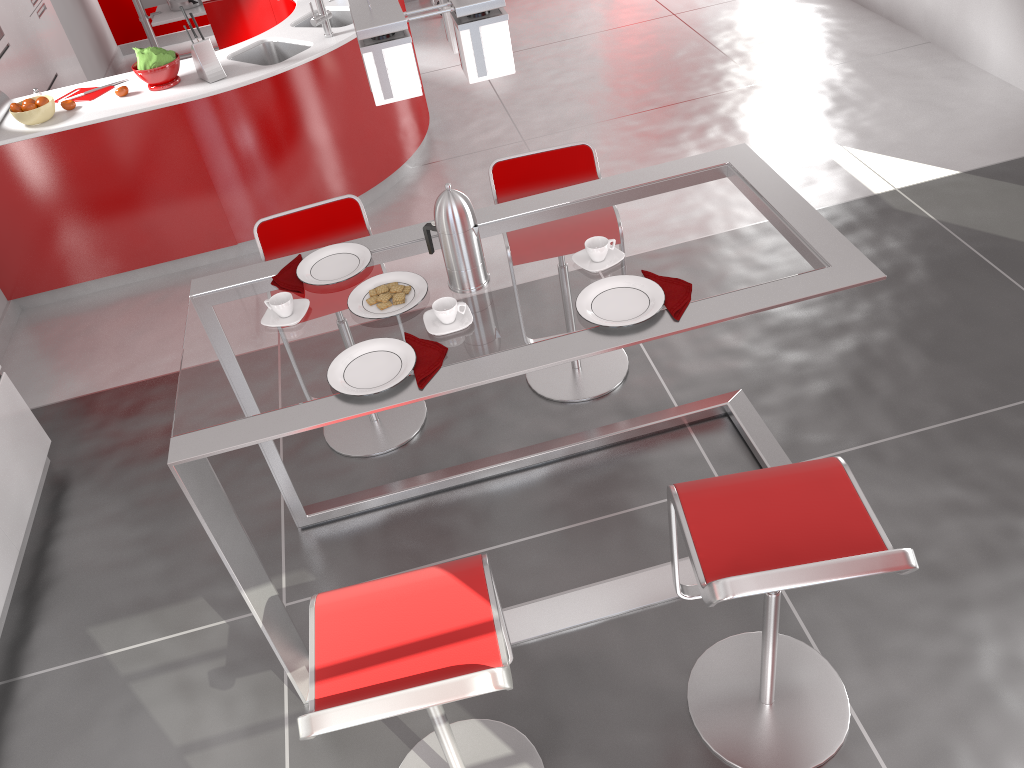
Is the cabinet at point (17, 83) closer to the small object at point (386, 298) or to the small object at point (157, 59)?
the small object at point (157, 59)

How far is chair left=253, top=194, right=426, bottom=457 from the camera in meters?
3.1 m

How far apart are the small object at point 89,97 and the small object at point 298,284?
2.5 meters

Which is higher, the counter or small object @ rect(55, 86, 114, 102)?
small object @ rect(55, 86, 114, 102)

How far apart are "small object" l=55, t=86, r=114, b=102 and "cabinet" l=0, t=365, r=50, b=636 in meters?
1.7 m

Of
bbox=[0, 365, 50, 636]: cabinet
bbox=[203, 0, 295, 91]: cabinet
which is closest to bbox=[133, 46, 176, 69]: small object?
bbox=[203, 0, 295, 91]: cabinet

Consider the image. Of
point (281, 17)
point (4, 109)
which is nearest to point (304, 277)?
point (4, 109)

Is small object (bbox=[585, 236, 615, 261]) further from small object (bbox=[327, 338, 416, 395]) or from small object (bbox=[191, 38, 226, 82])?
small object (bbox=[191, 38, 226, 82])

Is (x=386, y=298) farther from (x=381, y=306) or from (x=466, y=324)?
(x=466, y=324)

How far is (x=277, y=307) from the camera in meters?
2.3 m
